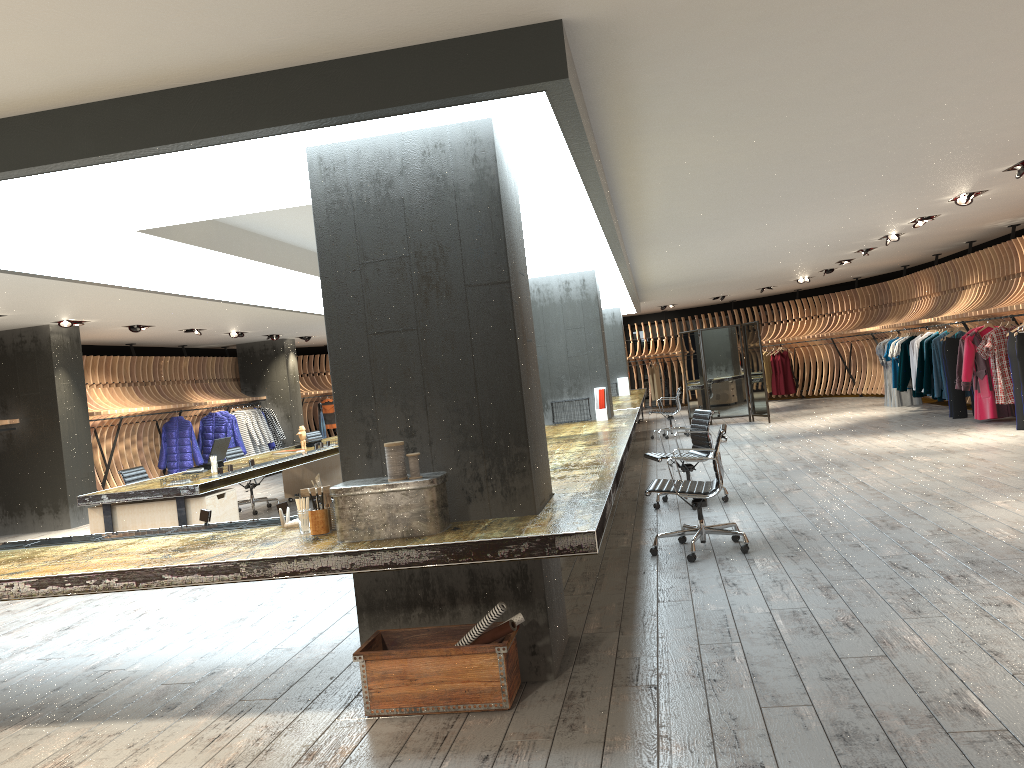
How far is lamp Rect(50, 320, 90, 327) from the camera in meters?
11.8

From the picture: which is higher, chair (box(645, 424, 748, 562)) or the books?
the books

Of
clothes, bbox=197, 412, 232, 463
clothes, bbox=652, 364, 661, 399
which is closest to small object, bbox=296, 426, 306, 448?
clothes, bbox=197, 412, 232, 463

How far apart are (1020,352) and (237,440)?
13.5 meters

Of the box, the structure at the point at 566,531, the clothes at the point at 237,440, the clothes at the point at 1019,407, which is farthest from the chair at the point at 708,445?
the clothes at the point at 237,440

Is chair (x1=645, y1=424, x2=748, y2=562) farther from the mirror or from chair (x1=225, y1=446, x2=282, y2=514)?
the mirror

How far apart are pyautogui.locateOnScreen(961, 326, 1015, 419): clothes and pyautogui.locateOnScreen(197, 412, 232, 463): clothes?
13.0 meters

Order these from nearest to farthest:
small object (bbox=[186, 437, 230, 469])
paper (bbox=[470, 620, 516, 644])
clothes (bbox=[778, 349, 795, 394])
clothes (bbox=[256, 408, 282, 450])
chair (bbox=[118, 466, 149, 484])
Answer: paper (bbox=[470, 620, 516, 644]), chair (bbox=[118, 466, 149, 484]), small object (bbox=[186, 437, 230, 469]), clothes (bbox=[256, 408, 282, 450]), clothes (bbox=[778, 349, 795, 394])

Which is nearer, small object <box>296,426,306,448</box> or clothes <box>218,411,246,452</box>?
small object <box>296,426,306,448</box>

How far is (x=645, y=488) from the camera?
9.7m
